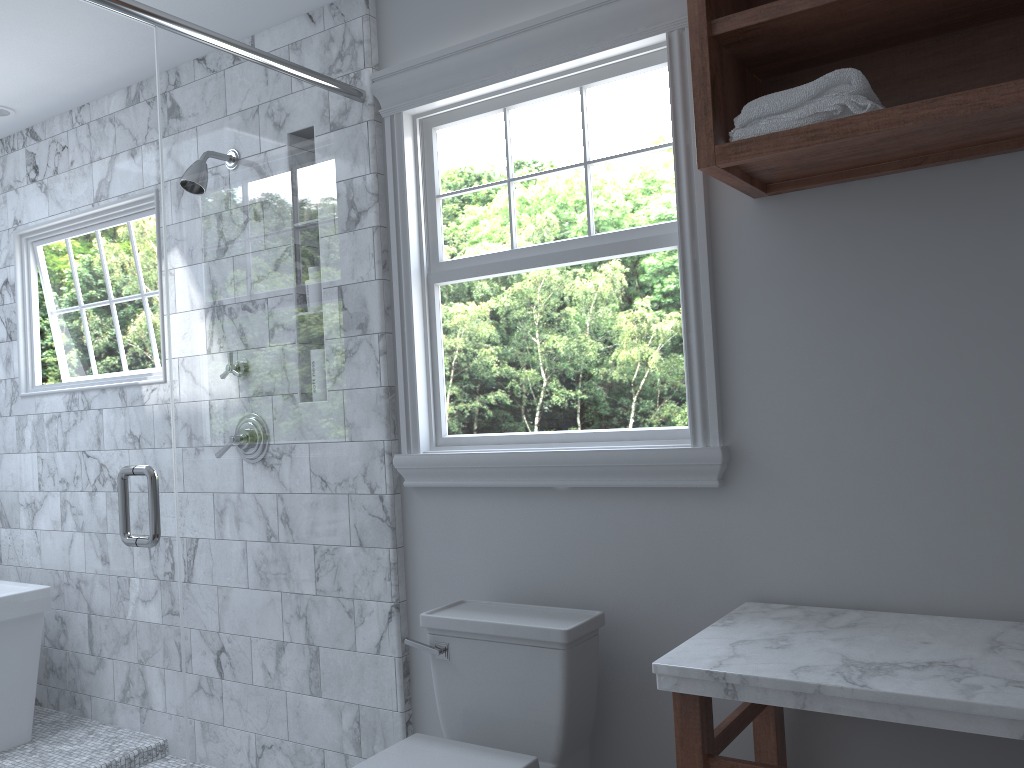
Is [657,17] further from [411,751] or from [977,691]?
[411,751]

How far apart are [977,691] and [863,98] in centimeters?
105cm

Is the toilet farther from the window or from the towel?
the towel

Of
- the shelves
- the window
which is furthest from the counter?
the shelves

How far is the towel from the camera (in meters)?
1.65

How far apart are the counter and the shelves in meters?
0.9 m

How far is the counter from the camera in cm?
139

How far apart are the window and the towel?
0.3m

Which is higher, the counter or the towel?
the towel

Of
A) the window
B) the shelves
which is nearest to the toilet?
the window
